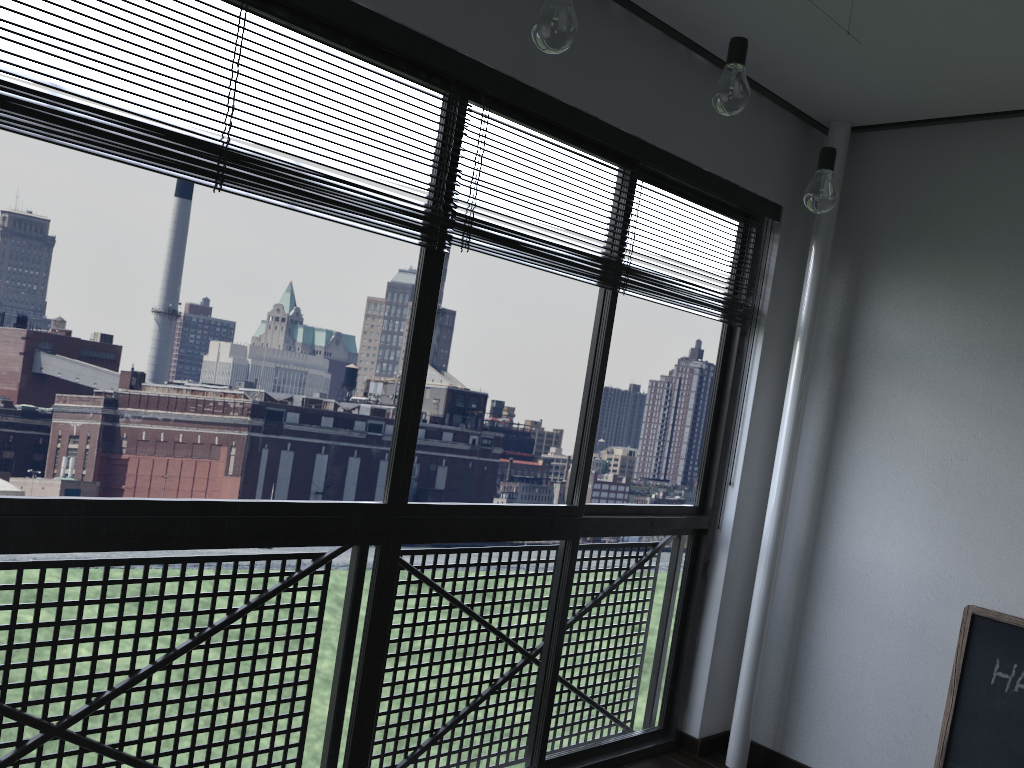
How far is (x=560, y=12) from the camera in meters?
1.5 m

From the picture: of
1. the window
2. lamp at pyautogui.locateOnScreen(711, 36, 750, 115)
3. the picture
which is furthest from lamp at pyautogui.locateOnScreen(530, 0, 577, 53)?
the picture

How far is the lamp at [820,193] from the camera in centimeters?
216cm

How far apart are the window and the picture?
0.86m

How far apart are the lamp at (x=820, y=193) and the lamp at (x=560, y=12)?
0.9m

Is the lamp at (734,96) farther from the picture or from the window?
the picture

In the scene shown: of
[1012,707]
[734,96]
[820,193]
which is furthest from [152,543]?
[1012,707]

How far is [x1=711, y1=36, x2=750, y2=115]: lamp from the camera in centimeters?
185cm

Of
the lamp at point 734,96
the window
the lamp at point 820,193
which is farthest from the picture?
the lamp at point 734,96

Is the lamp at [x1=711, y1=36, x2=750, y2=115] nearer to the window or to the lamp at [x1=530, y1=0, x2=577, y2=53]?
the lamp at [x1=530, y1=0, x2=577, y2=53]
